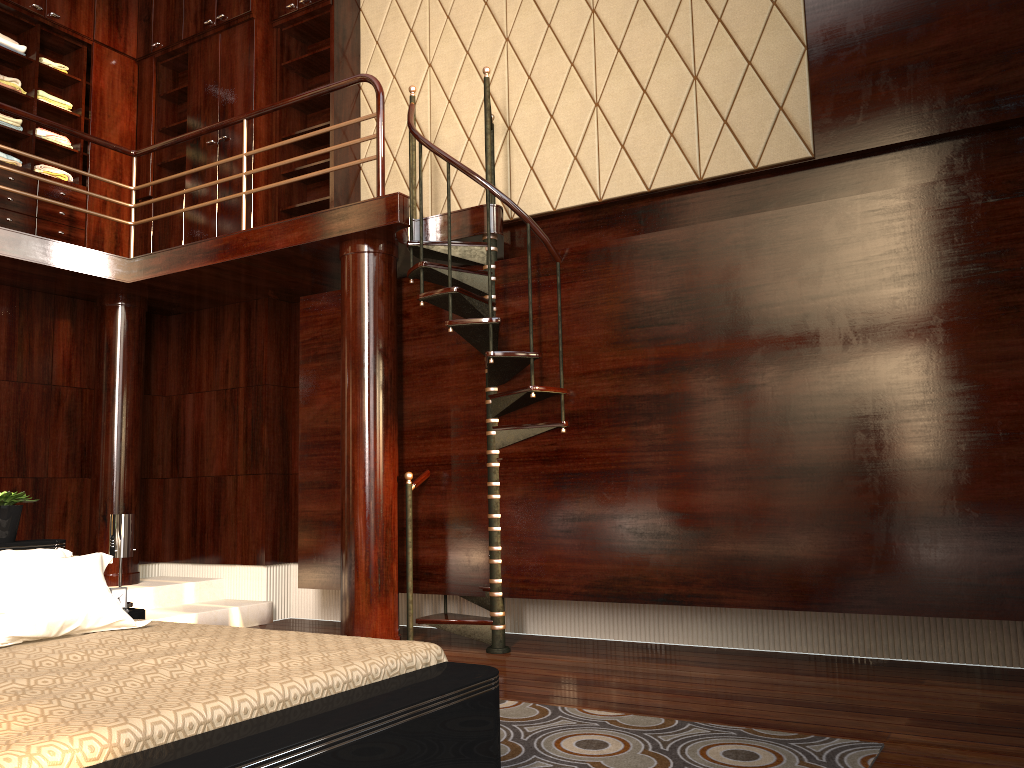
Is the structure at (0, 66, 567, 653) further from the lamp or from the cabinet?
the lamp

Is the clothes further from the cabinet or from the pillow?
the pillow

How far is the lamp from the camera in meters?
3.7

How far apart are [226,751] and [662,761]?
1.4 meters

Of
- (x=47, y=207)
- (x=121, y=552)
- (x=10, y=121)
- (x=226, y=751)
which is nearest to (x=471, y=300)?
(x=121, y=552)

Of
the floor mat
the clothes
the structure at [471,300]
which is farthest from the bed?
the clothes

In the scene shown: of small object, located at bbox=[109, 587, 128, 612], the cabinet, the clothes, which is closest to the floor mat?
small object, located at bbox=[109, 587, 128, 612]

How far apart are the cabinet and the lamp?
2.83m

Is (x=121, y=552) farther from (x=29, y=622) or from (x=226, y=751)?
(x=226, y=751)

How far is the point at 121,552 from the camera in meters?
3.7 m
